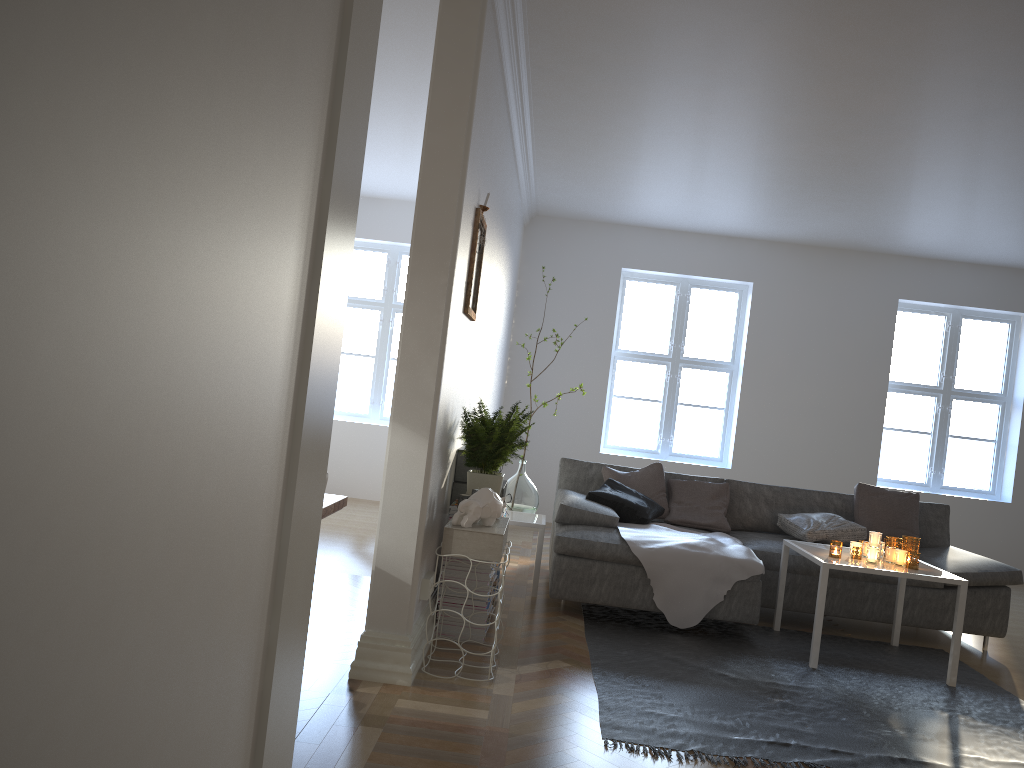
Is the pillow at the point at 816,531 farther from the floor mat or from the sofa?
the floor mat

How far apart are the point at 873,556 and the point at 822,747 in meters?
1.5

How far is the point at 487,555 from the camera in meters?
3.4

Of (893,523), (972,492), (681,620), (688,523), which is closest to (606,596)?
(681,620)

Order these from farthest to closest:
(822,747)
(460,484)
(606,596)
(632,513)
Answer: (632,513) → (606,596) → (460,484) → (822,747)

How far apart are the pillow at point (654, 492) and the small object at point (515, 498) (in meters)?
0.48

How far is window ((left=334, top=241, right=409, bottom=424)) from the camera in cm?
843

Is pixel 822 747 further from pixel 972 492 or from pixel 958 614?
pixel 972 492

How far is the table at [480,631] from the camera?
3.9m

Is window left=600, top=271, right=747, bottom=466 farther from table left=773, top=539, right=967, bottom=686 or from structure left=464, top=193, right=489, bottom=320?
structure left=464, top=193, right=489, bottom=320
